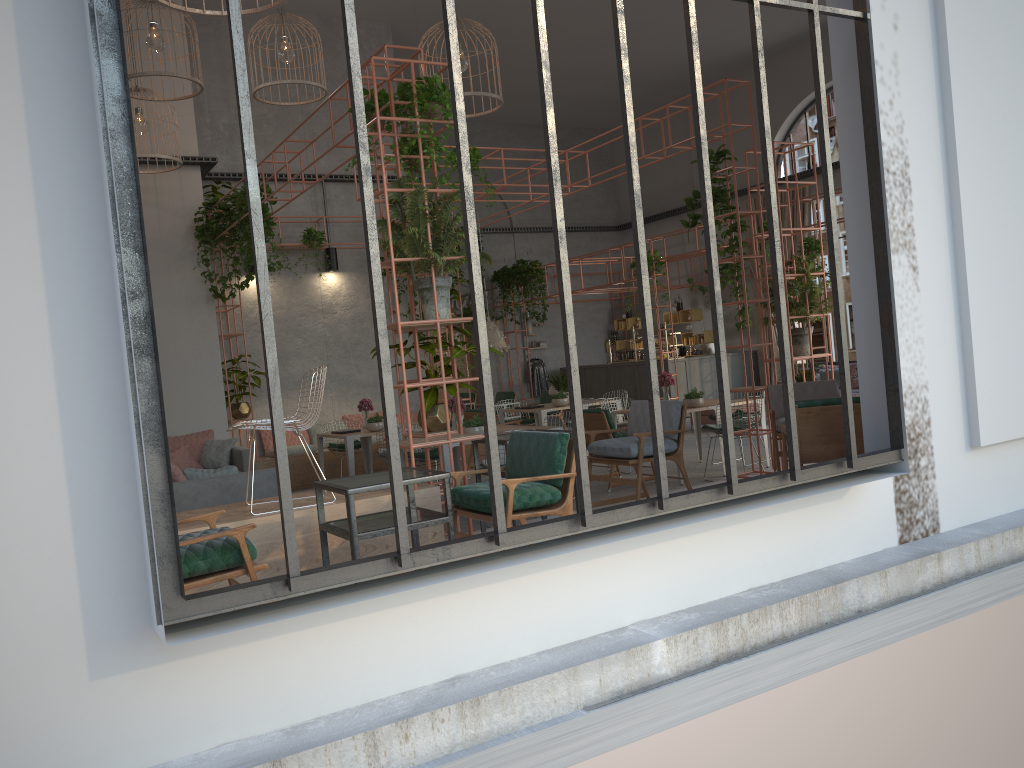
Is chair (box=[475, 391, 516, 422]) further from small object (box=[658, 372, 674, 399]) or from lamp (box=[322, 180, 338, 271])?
small object (box=[658, 372, 674, 399])

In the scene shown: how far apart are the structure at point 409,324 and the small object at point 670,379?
4.83m

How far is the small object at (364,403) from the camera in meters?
11.9

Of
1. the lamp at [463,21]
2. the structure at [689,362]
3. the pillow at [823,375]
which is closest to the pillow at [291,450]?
the lamp at [463,21]

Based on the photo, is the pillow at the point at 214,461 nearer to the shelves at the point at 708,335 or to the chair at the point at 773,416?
the chair at the point at 773,416

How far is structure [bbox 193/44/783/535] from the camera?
7.0 meters

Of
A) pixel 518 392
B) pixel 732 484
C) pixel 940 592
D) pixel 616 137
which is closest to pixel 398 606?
pixel 732 484

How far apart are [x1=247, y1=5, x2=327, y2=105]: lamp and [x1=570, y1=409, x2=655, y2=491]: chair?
5.37m

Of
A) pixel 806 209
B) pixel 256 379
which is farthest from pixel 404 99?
pixel 806 209

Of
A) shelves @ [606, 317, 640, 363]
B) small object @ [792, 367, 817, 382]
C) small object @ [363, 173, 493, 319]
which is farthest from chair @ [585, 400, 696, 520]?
shelves @ [606, 317, 640, 363]
